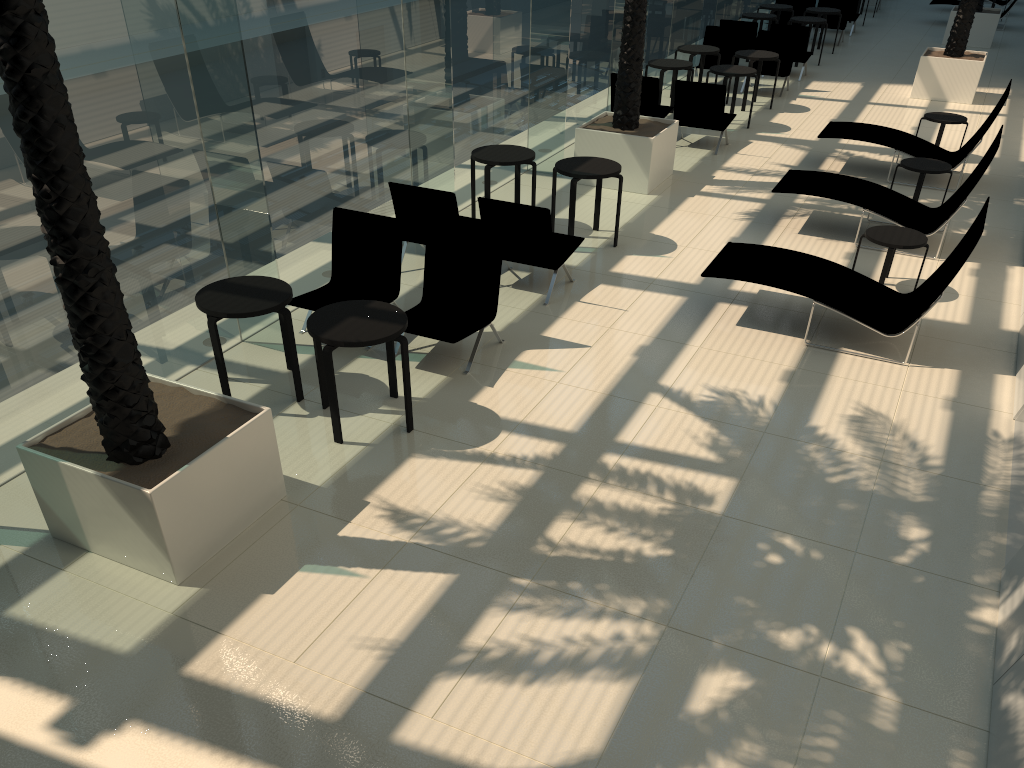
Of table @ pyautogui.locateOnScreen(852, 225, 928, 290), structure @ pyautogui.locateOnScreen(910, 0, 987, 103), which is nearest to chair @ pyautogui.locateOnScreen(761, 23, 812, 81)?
structure @ pyautogui.locateOnScreen(910, 0, 987, 103)

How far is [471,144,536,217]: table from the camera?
9.6m

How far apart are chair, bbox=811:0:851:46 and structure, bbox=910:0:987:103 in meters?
4.7 m

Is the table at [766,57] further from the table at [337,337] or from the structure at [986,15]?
the table at [337,337]

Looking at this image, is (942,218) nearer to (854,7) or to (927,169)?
(927,169)

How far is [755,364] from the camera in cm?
733

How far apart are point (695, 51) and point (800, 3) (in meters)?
7.61

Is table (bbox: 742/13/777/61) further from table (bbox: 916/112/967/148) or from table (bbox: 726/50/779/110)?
table (bbox: 916/112/967/148)

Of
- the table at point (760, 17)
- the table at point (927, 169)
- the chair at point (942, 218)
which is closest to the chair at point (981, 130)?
the table at point (927, 169)

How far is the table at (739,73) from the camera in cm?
1358
